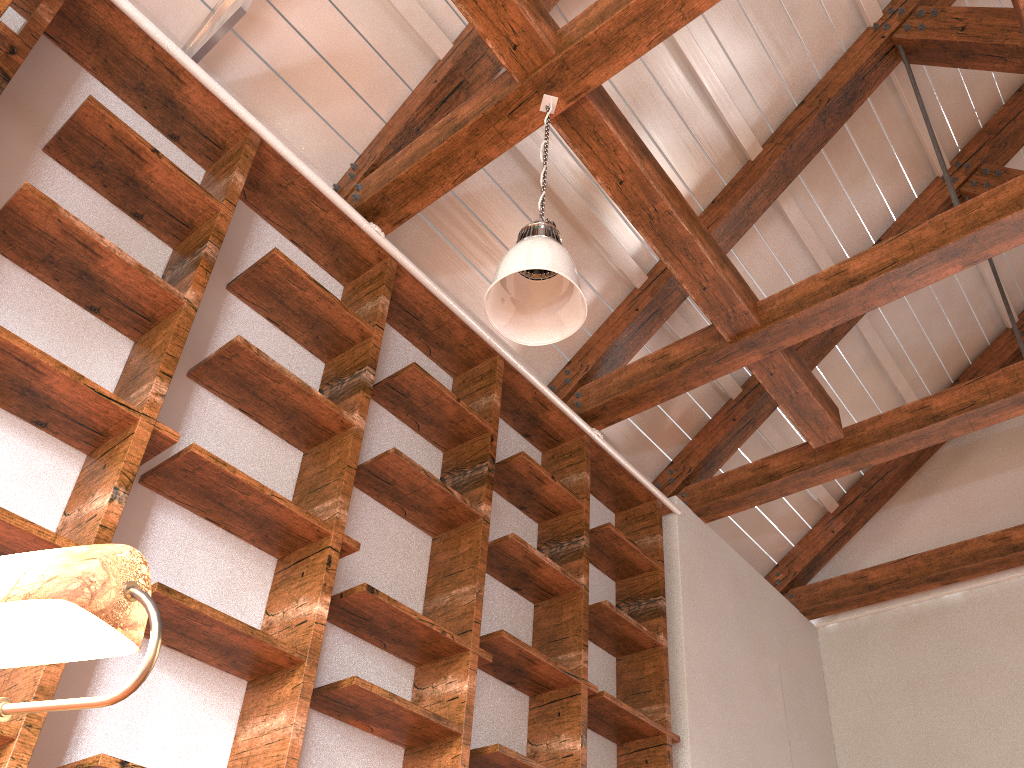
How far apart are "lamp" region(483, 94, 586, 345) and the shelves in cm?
70

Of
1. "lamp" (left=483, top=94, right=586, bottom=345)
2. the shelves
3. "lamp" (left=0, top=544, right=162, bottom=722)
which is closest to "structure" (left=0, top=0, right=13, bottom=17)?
the shelves

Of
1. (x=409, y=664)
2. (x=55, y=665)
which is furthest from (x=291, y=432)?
(x=55, y=665)

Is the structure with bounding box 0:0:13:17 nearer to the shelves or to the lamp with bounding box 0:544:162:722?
the shelves

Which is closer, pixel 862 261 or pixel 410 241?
pixel 862 261

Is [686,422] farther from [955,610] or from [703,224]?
[955,610]

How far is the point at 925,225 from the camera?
3.6 meters

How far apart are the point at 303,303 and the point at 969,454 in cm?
473

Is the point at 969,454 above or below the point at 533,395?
above

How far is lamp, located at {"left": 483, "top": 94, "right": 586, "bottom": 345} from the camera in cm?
245
